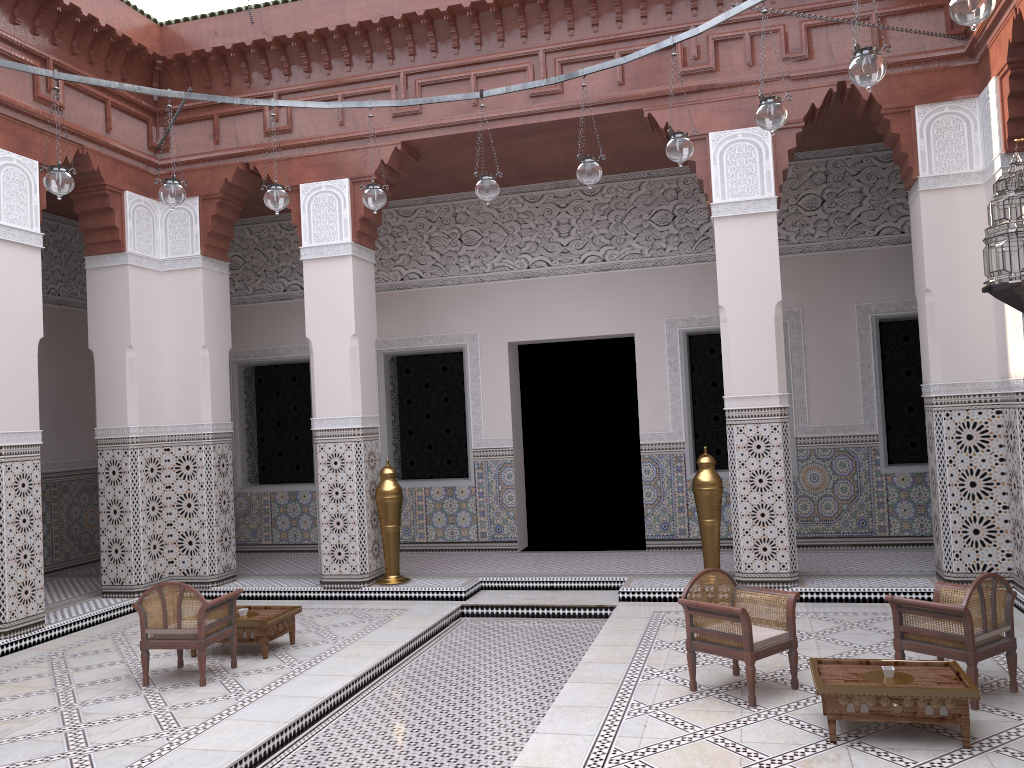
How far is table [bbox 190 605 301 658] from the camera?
2.9 meters

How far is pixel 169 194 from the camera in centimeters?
266cm

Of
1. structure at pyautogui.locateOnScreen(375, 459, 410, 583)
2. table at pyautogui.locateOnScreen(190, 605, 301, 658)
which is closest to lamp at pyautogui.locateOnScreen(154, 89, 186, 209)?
table at pyautogui.locateOnScreen(190, 605, 301, 658)

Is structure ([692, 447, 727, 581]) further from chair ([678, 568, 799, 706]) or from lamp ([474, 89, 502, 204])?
lamp ([474, 89, 502, 204])

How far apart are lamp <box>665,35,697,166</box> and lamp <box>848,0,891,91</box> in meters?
0.6 m

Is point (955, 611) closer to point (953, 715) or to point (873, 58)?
point (953, 715)

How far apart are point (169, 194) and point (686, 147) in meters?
1.5

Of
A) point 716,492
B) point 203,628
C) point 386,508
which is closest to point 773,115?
point 716,492

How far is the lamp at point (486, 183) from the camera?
2.8 meters

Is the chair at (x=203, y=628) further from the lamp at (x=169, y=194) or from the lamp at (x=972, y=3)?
the lamp at (x=972, y=3)
